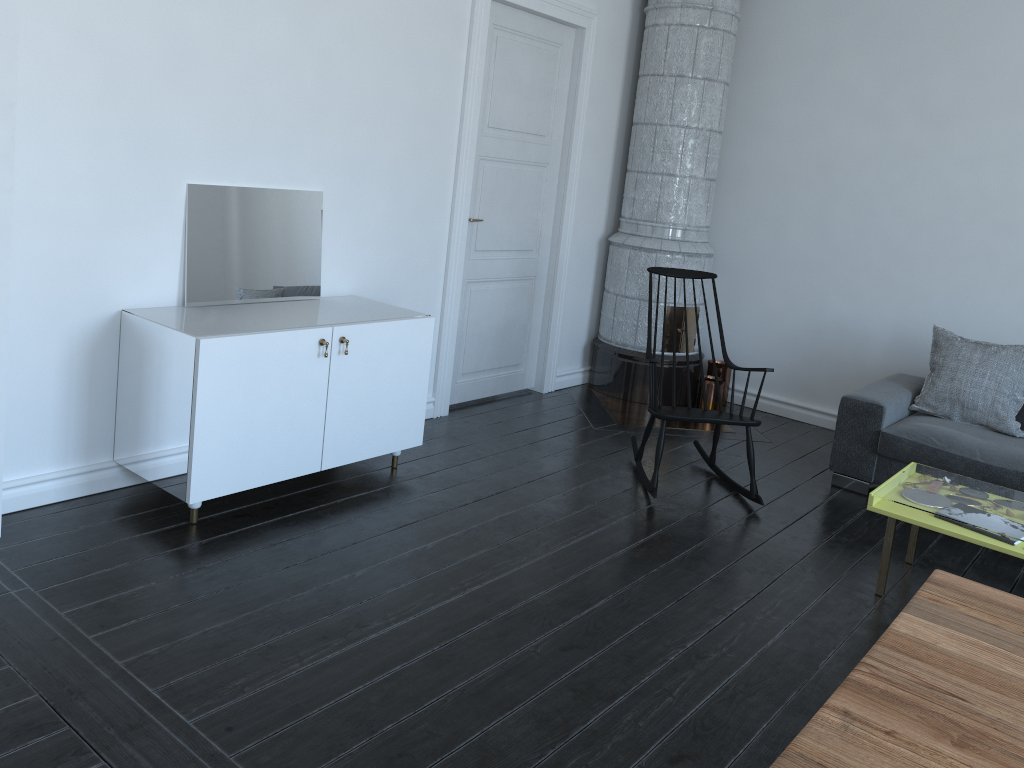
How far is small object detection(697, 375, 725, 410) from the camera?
5.8 meters

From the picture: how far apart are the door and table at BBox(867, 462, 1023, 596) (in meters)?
2.46

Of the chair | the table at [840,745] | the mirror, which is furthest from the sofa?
the mirror

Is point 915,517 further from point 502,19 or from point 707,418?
point 502,19

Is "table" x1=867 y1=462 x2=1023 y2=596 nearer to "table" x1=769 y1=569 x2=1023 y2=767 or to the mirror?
"table" x1=769 y1=569 x2=1023 y2=767

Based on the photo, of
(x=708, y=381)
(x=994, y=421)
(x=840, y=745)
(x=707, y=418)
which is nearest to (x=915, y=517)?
(x=707, y=418)

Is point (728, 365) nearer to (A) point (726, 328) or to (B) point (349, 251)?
(A) point (726, 328)

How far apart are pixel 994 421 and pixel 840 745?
3.8 meters

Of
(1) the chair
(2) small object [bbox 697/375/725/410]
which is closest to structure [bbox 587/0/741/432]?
(2) small object [bbox 697/375/725/410]

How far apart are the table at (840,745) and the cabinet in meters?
2.4
